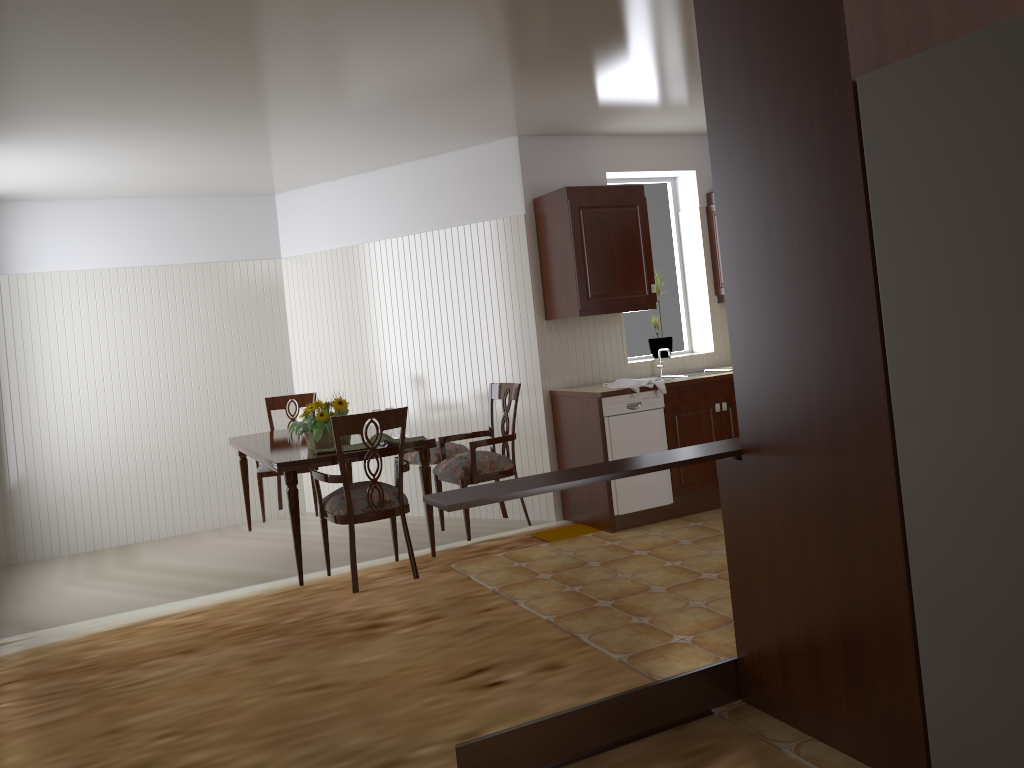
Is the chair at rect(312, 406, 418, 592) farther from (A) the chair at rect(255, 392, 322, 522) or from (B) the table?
(A) the chair at rect(255, 392, 322, 522)

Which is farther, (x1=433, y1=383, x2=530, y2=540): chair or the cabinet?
the cabinet

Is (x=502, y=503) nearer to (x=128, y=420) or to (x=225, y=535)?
(x=225, y=535)

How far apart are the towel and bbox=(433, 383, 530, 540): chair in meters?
0.8 m

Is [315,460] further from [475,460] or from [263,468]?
[263,468]

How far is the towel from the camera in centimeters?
514cm

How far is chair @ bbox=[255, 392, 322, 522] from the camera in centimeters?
549cm

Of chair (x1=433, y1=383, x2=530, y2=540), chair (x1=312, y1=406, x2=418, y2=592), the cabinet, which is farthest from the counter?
chair (x1=312, y1=406, x2=418, y2=592)

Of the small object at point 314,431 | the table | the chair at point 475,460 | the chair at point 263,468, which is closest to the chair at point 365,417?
the table

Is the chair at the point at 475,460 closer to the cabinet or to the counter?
the counter
